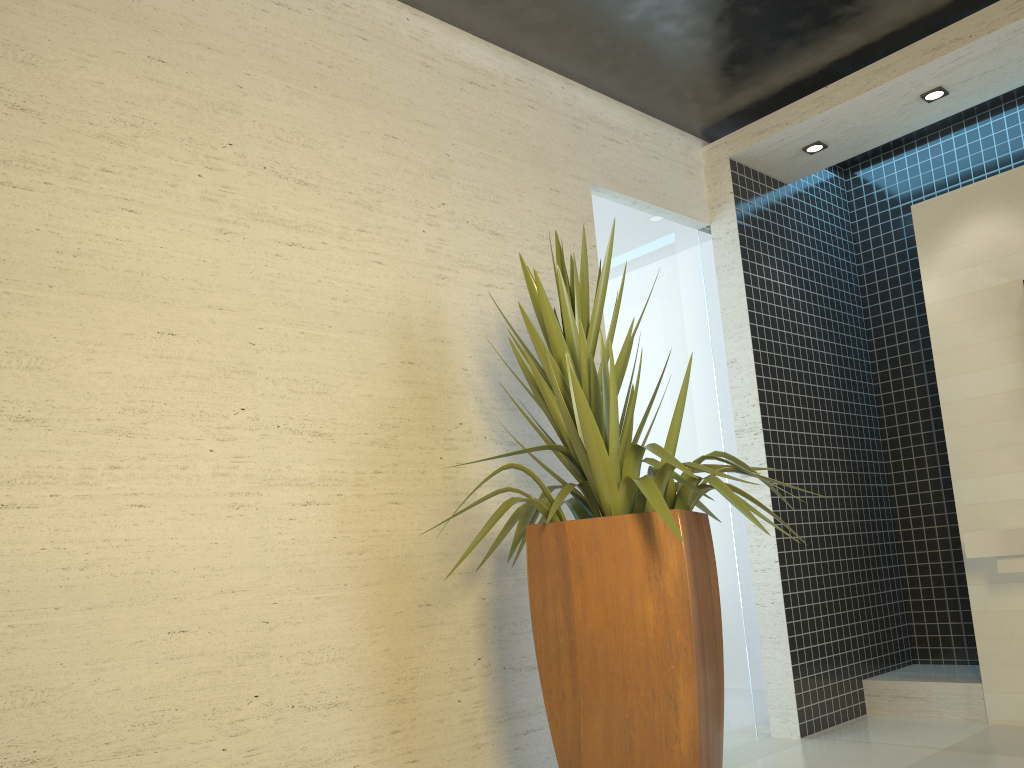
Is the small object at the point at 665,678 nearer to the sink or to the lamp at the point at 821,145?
the sink

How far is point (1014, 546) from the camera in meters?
3.9 m

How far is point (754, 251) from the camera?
5.0m

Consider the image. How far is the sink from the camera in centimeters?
385cm

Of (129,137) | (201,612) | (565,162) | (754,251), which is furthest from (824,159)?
(201,612)

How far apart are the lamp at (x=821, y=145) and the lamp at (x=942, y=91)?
0.58m

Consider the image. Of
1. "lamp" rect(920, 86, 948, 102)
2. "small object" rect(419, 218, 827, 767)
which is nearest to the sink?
"small object" rect(419, 218, 827, 767)

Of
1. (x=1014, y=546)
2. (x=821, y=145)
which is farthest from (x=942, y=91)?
(x=1014, y=546)

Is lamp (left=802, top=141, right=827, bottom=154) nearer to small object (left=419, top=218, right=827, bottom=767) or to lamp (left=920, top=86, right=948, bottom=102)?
lamp (left=920, top=86, right=948, bottom=102)

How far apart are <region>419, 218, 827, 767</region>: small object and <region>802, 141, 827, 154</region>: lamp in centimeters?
251cm
